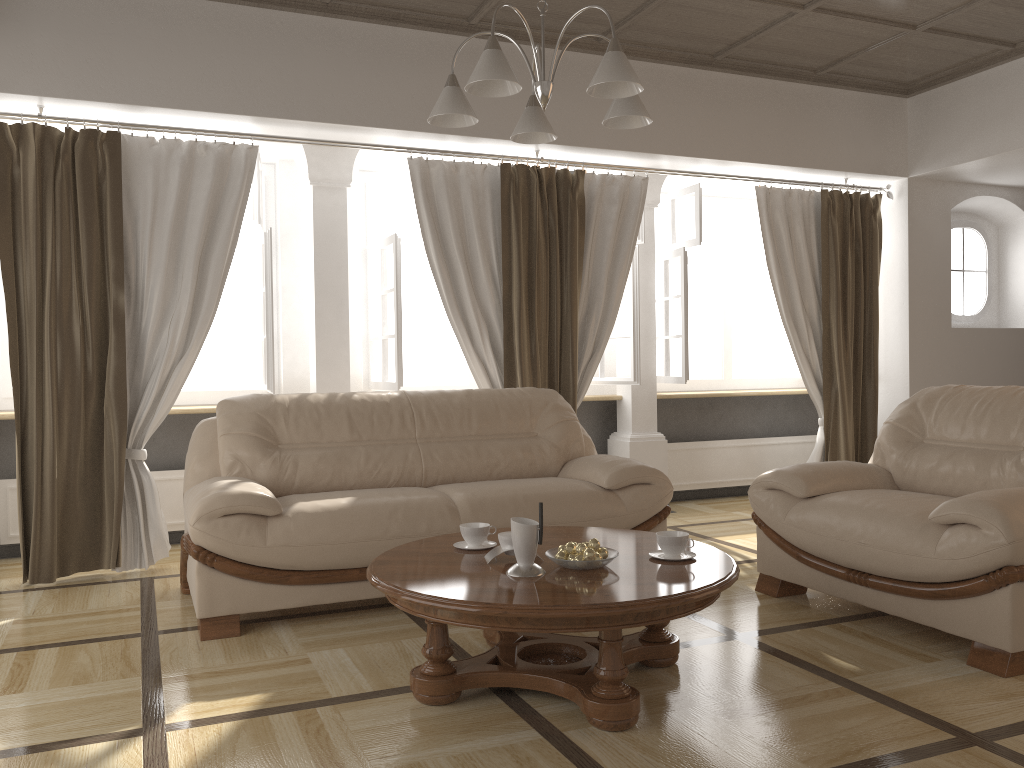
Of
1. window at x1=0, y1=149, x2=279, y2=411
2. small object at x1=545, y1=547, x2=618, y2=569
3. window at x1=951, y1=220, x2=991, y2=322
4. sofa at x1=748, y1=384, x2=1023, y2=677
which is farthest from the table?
window at x1=951, y1=220, x2=991, y2=322

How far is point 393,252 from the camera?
5.2 meters

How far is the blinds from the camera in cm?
424

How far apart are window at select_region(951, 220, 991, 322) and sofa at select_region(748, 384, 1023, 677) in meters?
3.2

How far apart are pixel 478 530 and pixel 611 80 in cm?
148

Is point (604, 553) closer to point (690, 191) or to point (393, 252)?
point (393, 252)

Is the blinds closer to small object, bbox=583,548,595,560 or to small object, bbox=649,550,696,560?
small object, bbox=649,550,696,560

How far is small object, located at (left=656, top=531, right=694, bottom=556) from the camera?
2.8m

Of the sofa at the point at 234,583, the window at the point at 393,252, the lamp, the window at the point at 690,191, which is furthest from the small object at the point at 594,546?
the window at the point at 690,191

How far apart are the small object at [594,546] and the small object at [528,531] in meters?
0.2 m
